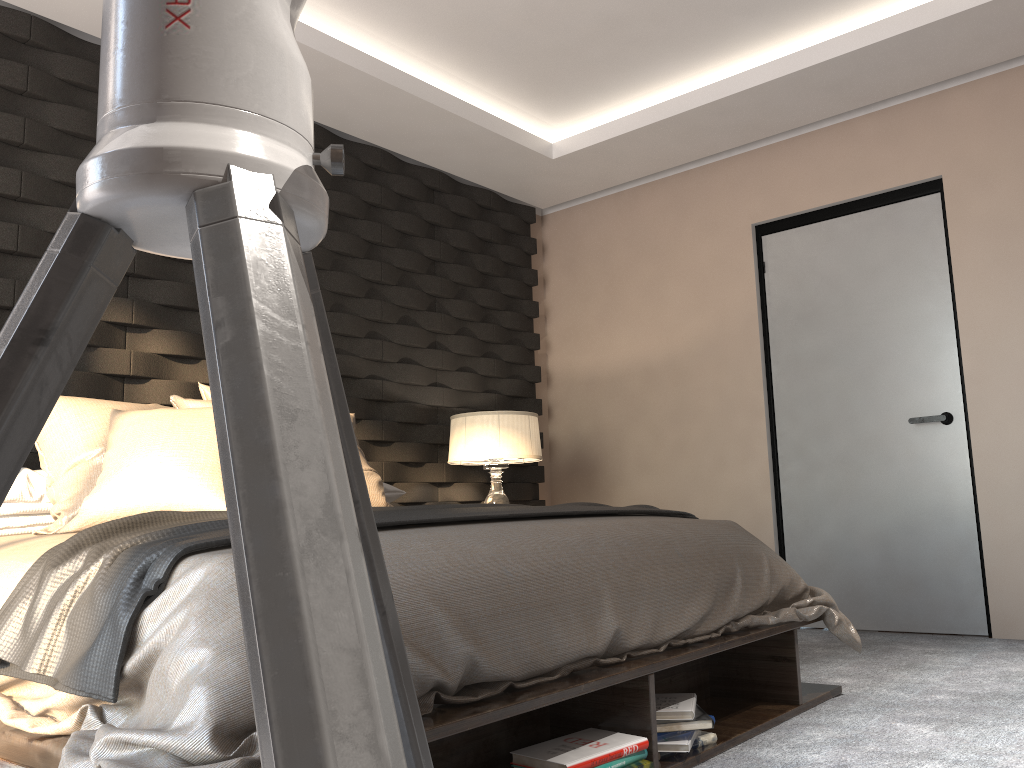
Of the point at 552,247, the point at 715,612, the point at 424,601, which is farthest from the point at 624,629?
the point at 552,247

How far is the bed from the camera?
1.3 meters

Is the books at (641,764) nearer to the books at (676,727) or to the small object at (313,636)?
the books at (676,727)

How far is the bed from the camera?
1.35m

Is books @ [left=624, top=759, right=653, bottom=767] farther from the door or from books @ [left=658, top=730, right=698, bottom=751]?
the door

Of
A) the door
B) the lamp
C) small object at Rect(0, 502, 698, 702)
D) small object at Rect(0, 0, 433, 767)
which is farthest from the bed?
the lamp

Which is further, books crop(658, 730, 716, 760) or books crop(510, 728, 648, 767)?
books crop(658, 730, 716, 760)

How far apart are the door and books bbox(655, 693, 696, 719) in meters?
2.1

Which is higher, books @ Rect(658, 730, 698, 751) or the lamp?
the lamp

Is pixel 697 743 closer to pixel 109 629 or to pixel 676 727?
pixel 676 727
